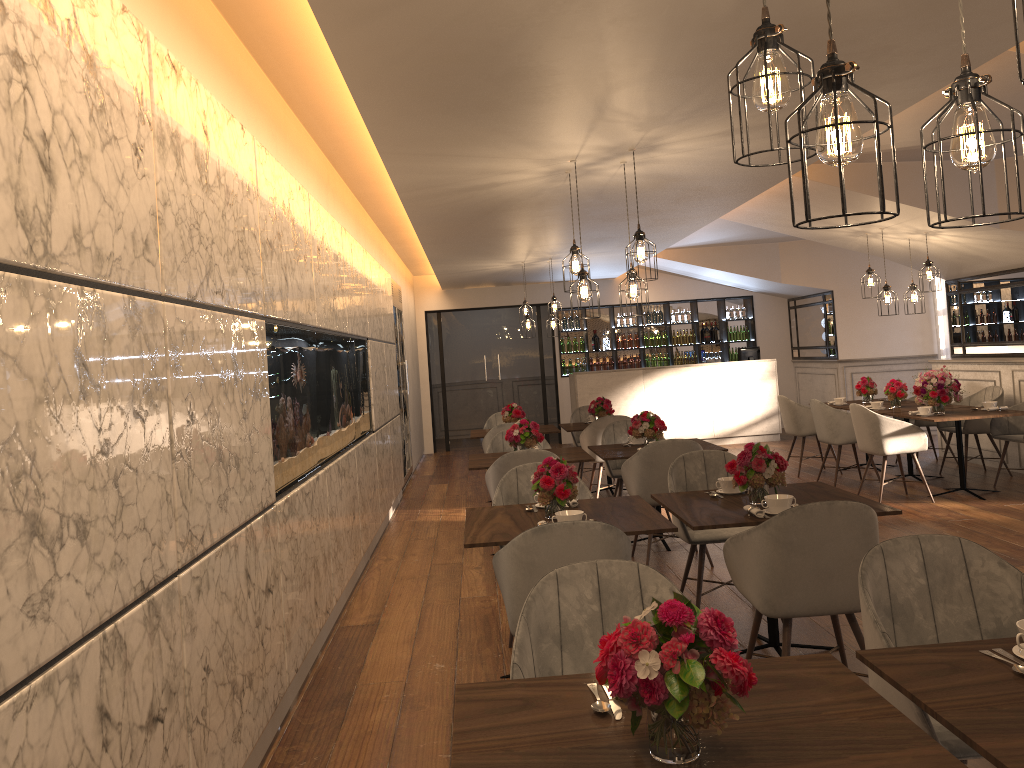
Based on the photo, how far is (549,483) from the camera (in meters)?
4.03

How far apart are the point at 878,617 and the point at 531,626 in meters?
0.9

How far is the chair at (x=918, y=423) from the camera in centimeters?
948cm

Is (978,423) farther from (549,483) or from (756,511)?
(549,483)

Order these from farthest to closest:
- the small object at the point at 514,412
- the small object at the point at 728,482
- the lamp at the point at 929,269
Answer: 1. the small object at the point at 514,412
2. the lamp at the point at 929,269
3. the small object at the point at 728,482

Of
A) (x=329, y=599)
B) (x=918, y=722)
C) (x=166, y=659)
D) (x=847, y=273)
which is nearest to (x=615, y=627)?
(x=918, y=722)

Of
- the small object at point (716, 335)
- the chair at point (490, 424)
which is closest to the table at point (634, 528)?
the chair at point (490, 424)

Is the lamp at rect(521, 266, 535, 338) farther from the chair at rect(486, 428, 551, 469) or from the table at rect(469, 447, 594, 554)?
the table at rect(469, 447, 594, 554)

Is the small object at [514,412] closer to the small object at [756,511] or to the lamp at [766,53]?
the small object at [756,511]

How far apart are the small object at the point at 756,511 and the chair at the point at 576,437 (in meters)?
5.77
